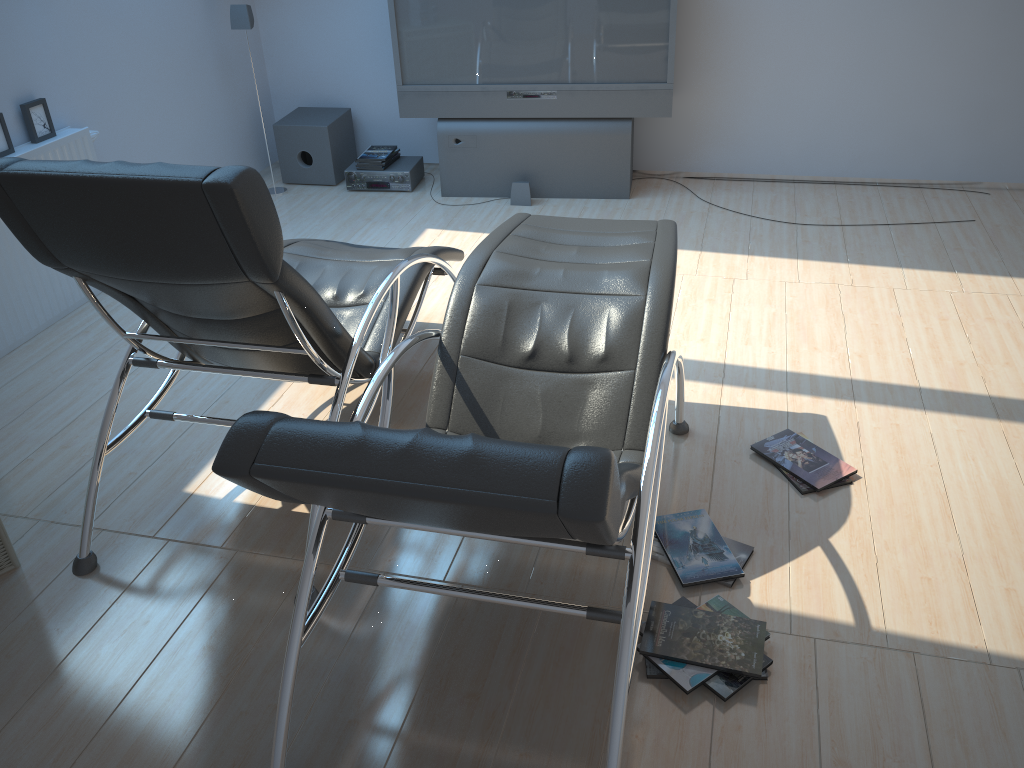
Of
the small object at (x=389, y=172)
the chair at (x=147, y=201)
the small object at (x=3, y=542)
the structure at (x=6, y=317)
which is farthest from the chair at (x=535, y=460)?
the small object at (x=389, y=172)

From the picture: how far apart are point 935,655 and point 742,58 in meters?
4.1 m

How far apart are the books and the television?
0.4 meters

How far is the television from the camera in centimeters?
514cm

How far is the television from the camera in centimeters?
514cm

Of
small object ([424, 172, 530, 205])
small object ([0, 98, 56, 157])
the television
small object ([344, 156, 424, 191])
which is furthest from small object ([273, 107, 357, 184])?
small object ([0, 98, 56, 157])

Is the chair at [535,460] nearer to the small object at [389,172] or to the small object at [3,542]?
the small object at [3,542]

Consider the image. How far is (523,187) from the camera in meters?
5.5

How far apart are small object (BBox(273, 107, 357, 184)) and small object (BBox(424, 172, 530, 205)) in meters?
1.3

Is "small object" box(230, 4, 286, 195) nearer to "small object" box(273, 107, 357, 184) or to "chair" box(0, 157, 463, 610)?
"small object" box(273, 107, 357, 184)
